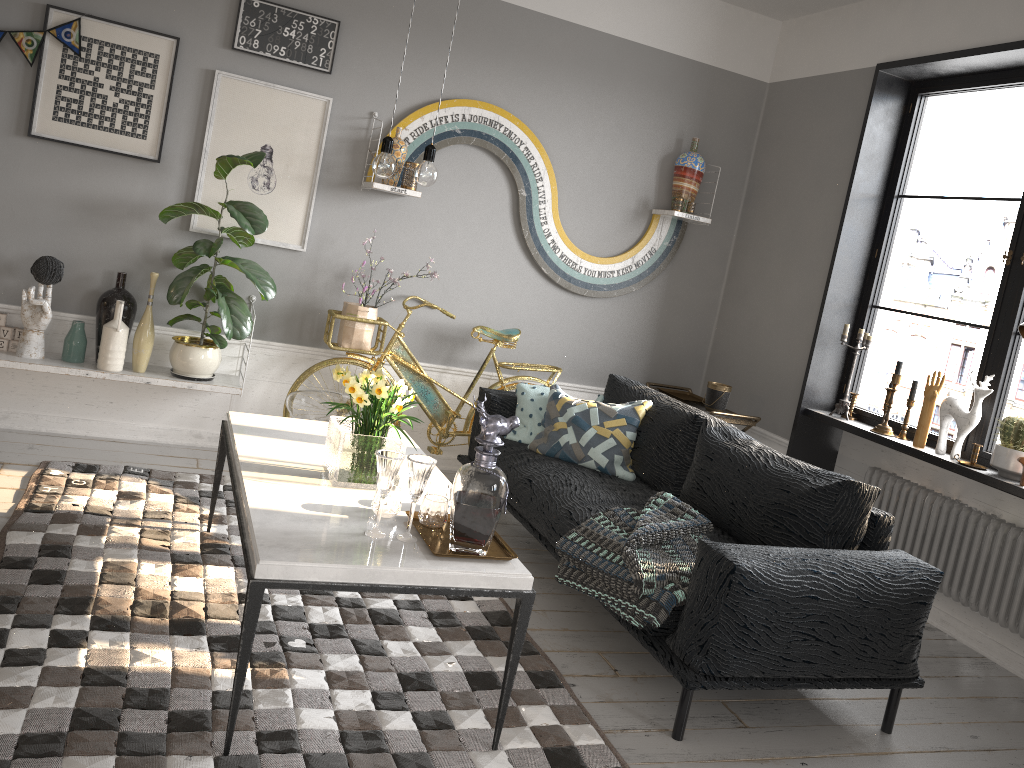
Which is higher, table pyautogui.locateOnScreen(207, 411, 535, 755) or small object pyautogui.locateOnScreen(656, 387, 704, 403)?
small object pyautogui.locateOnScreen(656, 387, 704, 403)

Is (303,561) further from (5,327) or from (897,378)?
(897,378)

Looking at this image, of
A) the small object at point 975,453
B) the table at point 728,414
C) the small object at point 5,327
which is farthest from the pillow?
the small object at point 5,327

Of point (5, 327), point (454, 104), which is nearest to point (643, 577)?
point (454, 104)

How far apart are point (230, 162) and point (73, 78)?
0.8 meters

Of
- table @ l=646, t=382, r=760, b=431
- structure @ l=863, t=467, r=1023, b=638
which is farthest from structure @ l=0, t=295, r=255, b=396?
structure @ l=863, t=467, r=1023, b=638

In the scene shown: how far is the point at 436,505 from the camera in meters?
2.5 m

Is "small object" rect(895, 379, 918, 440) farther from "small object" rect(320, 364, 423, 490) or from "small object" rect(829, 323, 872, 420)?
"small object" rect(320, 364, 423, 490)

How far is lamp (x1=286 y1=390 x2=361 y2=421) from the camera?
4.21m

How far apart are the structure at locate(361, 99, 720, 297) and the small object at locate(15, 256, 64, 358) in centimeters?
149cm
